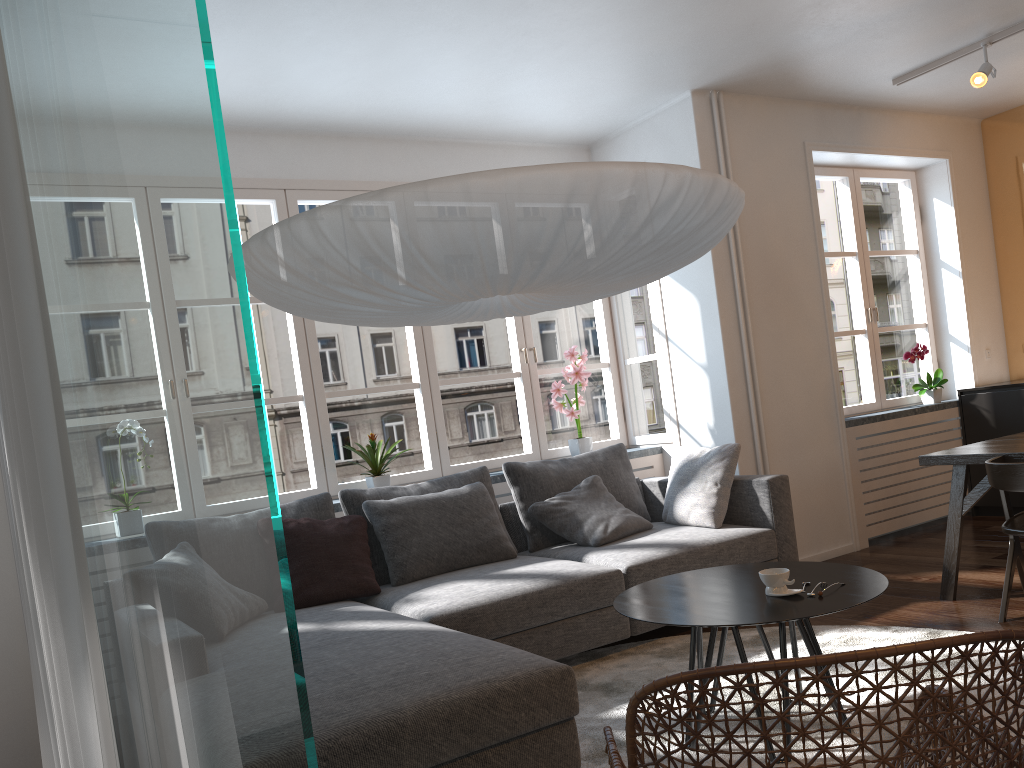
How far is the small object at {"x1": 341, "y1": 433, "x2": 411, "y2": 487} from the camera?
4.61m

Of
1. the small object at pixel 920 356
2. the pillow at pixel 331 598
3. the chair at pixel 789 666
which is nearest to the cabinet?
the small object at pixel 920 356

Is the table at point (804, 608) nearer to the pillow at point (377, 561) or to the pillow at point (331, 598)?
the pillow at point (331, 598)

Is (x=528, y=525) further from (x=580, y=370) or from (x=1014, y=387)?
(x=1014, y=387)

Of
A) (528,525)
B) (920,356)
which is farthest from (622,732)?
(920,356)

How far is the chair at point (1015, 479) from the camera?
3.5 meters

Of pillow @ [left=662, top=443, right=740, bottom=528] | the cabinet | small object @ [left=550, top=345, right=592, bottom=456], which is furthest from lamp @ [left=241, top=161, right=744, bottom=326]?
the cabinet

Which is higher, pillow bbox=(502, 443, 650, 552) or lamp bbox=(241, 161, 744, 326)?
lamp bbox=(241, 161, 744, 326)

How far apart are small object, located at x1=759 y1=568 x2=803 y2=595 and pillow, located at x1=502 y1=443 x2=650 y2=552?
1.9 meters

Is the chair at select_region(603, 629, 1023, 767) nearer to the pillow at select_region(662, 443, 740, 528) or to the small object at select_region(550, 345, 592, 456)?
the pillow at select_region(662, 443, 740, 528)
